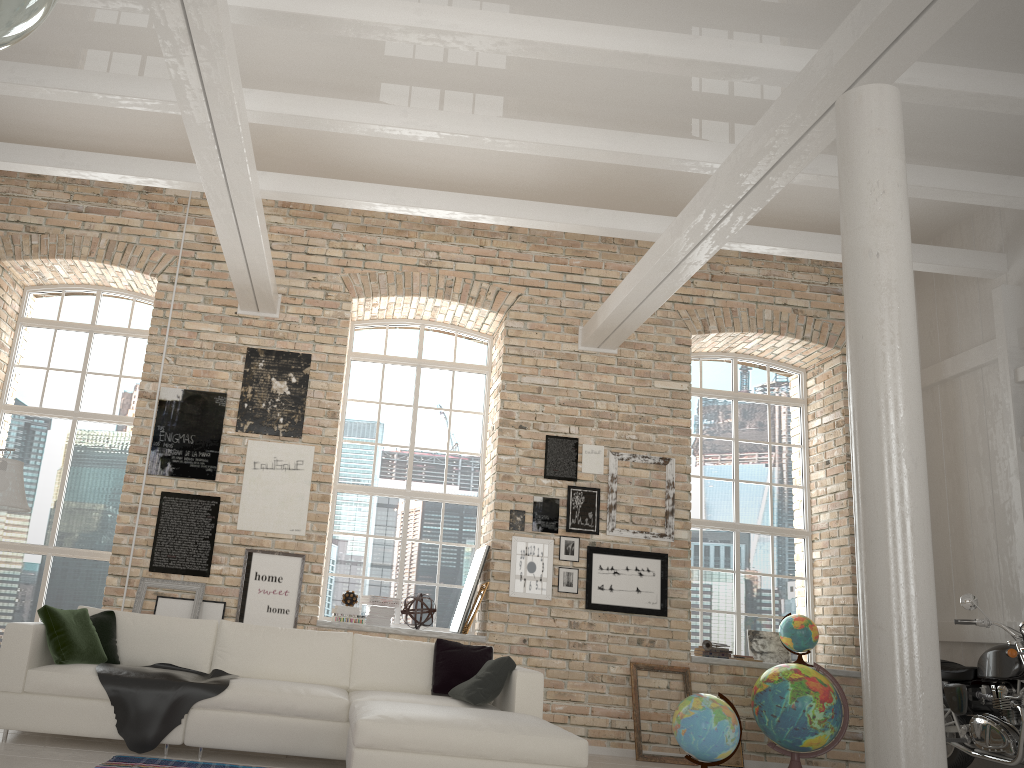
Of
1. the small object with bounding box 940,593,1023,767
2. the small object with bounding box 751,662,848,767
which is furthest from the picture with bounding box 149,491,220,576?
the small object with bounding box 940,593,1023,767

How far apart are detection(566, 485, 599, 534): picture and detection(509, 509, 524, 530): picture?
0.4m

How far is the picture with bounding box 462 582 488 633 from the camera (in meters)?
7.45

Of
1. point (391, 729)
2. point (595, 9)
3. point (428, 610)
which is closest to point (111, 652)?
point (391, 729)

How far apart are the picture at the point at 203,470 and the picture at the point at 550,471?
2.92m

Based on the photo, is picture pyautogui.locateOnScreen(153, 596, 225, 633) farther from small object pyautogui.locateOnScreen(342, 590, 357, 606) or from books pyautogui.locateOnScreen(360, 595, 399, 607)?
books pyautogui.locateOnScreen(360, 595, 399, 607)

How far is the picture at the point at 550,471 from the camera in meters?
7.8

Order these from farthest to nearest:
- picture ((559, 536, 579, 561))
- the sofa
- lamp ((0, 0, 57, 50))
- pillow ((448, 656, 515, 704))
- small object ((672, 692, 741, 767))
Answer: picture ((559, 536, 579, 561)) < small object ((672, 692, 741, 767)) < pillow ((448, 656, 515, 704)) < the sofa < lamp ((0, 0, 57, 50))

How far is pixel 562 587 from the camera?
7.5 meters

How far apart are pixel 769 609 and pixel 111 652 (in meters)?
5.92
